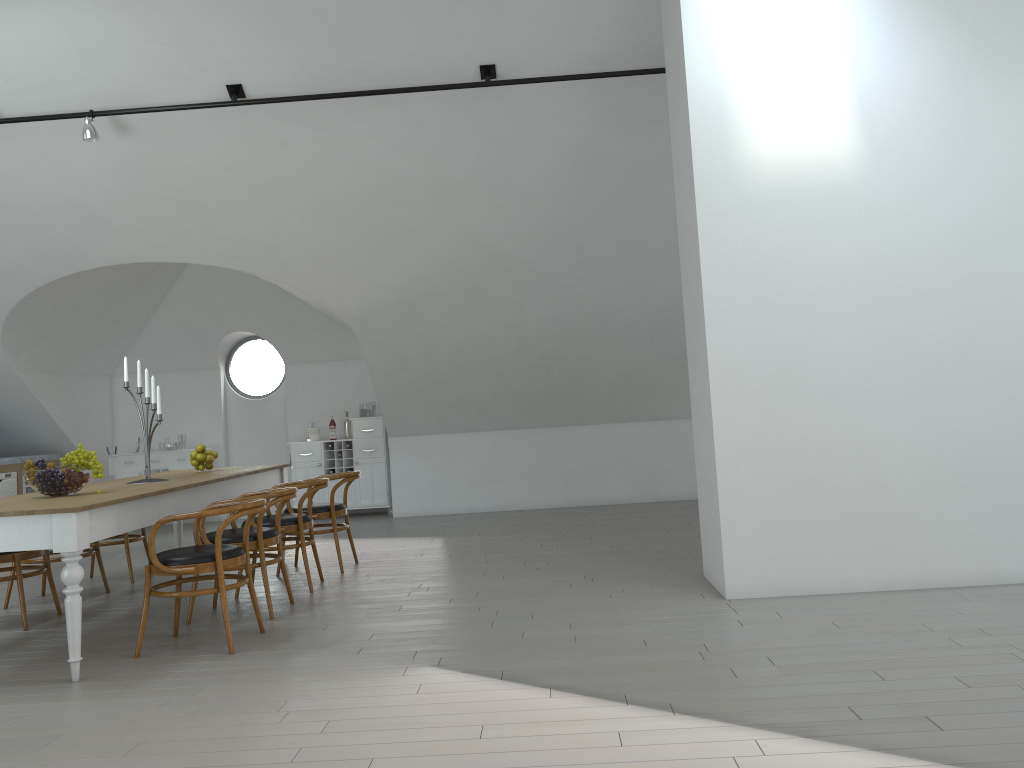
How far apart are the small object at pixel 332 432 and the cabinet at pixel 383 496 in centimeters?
9cm

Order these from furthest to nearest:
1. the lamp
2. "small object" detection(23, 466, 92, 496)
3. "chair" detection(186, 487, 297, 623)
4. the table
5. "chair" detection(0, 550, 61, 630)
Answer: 1. the lamp
2. "chair" detection(0, 550, 61, 630)
3. "chair" detection(186, 487, 297, 623)
4. "small object" detection(23, 466, 92, 496)
5. the table

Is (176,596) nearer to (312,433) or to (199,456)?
(199,456)

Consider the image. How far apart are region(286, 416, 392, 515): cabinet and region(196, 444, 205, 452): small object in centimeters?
361cm

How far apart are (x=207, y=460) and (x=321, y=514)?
1.0m

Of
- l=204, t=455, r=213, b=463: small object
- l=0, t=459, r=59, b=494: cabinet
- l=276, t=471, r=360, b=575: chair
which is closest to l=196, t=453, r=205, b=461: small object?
l=204, t=455, r=213, b=463: small object

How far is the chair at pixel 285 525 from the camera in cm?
590

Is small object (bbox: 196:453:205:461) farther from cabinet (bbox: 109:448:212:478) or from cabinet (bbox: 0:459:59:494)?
cabinet (bbox: 109:448:212:478)

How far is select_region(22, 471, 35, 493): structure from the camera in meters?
9.4

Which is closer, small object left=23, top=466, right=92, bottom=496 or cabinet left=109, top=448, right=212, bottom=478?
small object left=23, top=466, right=92, bottom=496
